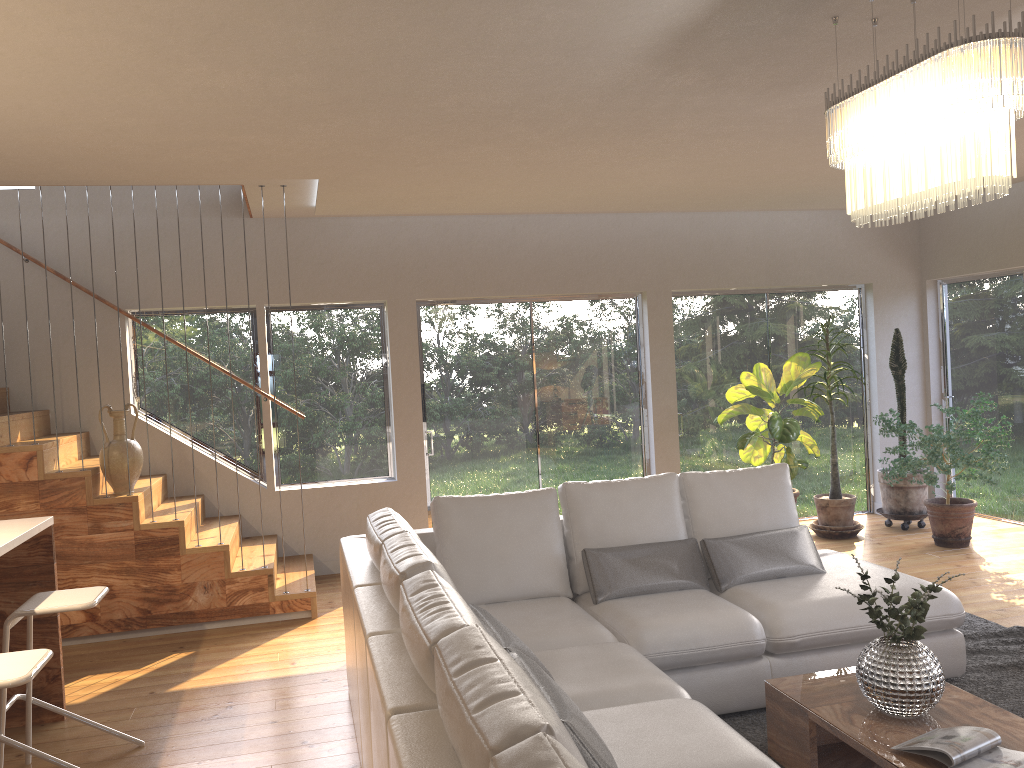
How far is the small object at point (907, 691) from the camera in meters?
2.9 m

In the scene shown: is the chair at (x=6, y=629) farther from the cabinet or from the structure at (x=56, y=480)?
the structure at (x=56, y=480)

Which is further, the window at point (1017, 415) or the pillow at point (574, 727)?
the window at point (1017, 415)

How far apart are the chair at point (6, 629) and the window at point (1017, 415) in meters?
6.9

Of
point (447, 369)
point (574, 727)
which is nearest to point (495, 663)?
point (574, 727)

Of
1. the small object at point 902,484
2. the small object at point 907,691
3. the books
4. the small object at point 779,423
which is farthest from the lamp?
the small object at point 902,484

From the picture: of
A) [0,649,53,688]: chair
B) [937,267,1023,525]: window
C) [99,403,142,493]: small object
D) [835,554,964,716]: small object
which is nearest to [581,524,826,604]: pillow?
[835,554,964,716]: small object

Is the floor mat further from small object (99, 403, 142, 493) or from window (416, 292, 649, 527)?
small object (99, 403, 142, 493)

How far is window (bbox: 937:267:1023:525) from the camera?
7.4m

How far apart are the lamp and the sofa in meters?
1.7 m
